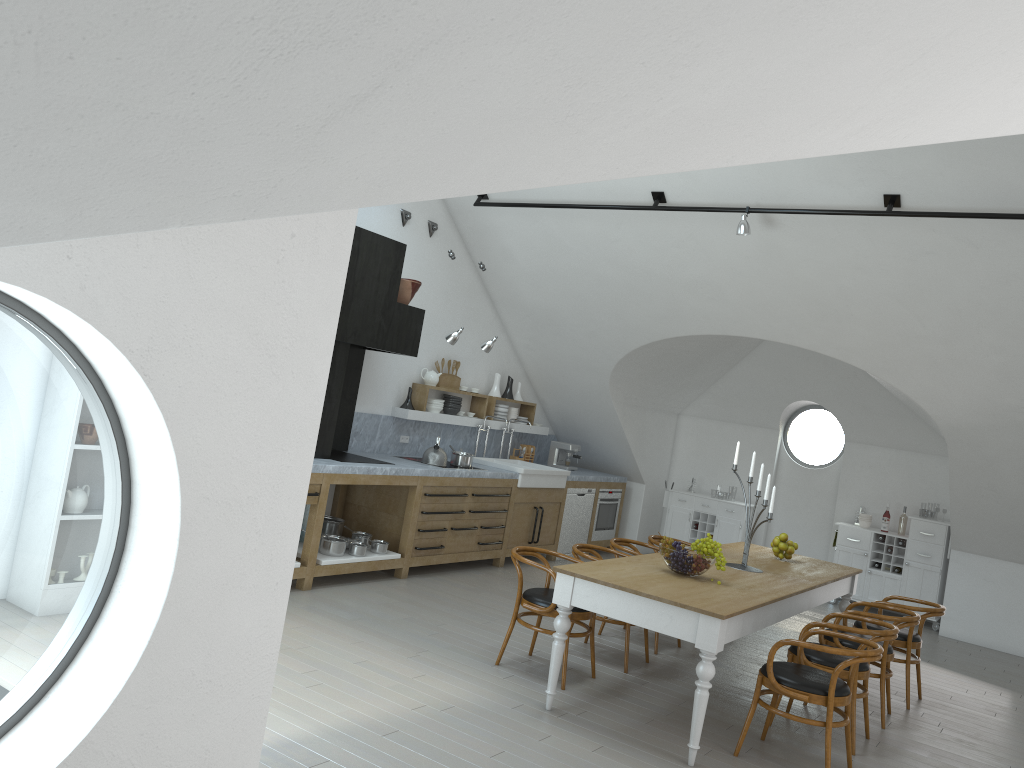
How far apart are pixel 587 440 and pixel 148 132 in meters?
10.0

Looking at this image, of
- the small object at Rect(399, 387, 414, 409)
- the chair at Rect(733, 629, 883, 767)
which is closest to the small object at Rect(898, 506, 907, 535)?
the chair at Rect(733, 629, 883, 767)

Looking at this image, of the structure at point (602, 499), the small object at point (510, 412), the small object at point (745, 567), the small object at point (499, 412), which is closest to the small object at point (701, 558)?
the small object at point (745, 567)

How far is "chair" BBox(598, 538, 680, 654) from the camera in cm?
693

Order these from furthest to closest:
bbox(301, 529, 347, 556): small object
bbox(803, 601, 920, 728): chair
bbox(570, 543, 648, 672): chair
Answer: bbox(301, 529, 347, 556): small object, bbox(570, 543, 648, 672): chair, bbox(803, 601, 920, 728): chair

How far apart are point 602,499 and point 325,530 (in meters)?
4.03

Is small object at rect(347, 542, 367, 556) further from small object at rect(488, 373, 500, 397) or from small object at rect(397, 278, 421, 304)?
small object at rect(488, 373, 500, 397)

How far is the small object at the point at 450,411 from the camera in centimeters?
928cm

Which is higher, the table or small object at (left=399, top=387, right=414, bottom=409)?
small object at (left=399, top=387, right=414, bottom=409)

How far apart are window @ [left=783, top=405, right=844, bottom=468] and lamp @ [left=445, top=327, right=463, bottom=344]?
5.3 meters
